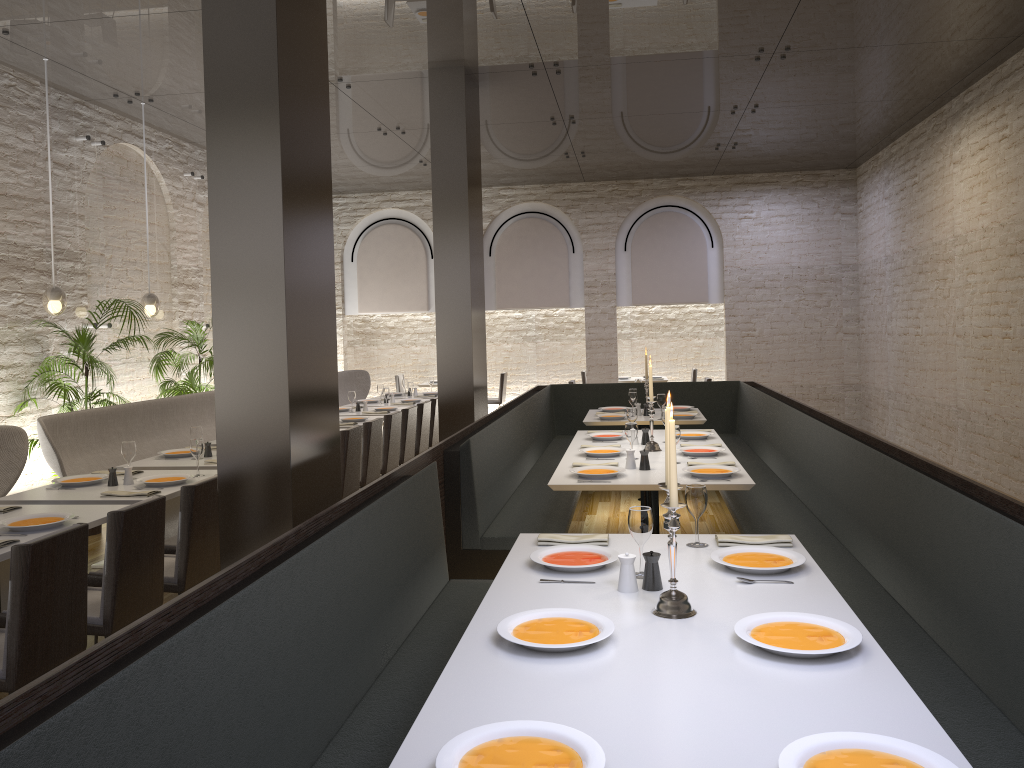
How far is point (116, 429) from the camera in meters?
7.0

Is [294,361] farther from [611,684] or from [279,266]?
[611,684]

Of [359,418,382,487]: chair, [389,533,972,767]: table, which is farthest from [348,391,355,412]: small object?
[389,533,972,767]: table

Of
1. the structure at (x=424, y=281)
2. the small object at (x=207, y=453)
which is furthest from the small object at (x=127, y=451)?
the structure at (x=424, y=281)

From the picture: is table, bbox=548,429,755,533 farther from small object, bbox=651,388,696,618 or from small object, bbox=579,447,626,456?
small object, bbox=651,388,696,618

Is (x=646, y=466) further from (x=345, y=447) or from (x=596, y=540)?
(x=345, y=447)

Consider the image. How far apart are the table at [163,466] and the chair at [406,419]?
2.4 meters

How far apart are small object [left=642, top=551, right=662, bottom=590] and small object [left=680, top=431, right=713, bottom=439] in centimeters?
373cm

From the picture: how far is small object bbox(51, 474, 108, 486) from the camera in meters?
5.2 m

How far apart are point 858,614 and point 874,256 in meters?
9.8
